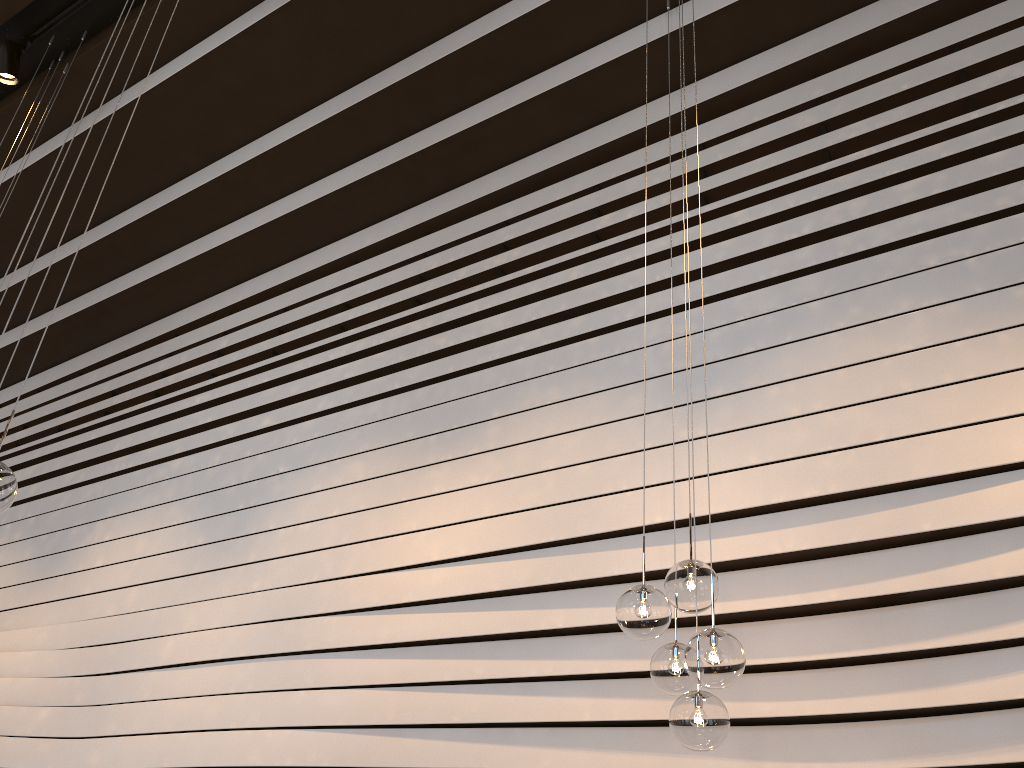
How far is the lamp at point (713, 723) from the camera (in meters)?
2.34

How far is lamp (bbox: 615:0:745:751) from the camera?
2.3m

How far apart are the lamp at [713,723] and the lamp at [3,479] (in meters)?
1.74

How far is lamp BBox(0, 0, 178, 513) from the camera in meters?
2.4 m

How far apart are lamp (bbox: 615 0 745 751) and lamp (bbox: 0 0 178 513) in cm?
174

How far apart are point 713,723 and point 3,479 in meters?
2.0

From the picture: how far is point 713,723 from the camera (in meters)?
2.34
